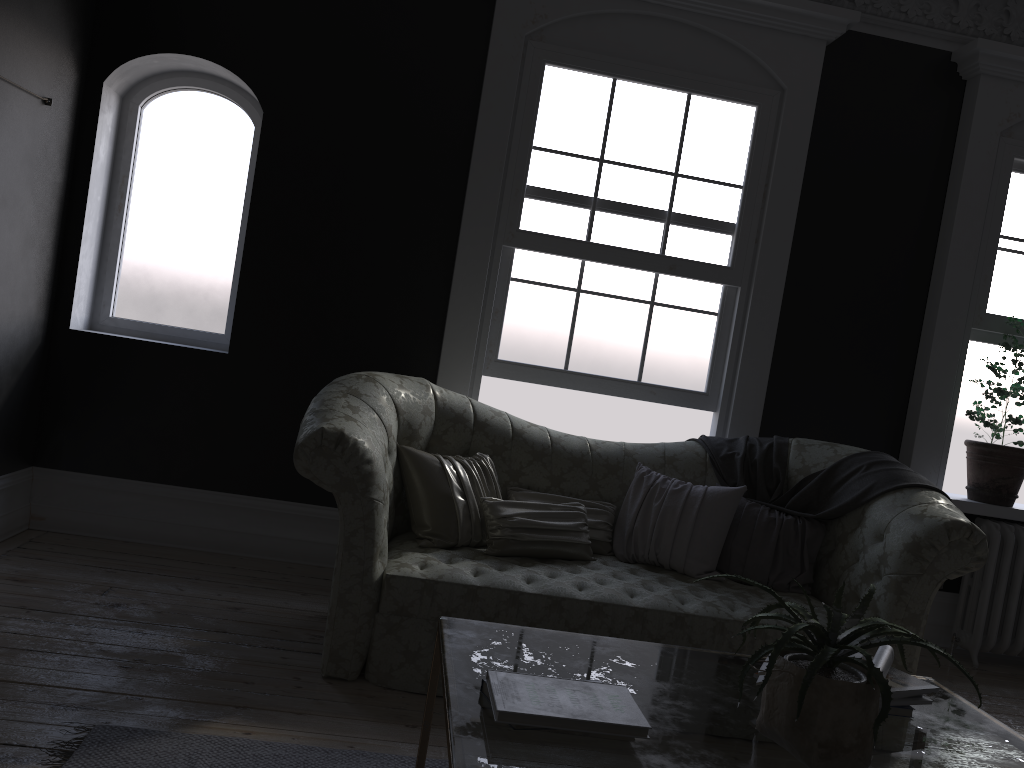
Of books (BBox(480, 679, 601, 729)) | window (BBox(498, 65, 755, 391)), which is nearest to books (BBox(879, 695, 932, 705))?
books (BBox(480, 679, 601, 729))

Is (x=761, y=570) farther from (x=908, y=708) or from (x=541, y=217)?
(x=541, y=217)

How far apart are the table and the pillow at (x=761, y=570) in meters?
1.5 m

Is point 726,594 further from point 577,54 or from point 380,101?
point 380,101

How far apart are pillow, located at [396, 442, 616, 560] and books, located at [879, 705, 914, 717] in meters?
1.8

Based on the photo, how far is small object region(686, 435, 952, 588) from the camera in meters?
4.0 m

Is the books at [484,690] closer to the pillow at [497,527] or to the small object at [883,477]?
the pillow at [497,527]

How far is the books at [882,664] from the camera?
2.1m

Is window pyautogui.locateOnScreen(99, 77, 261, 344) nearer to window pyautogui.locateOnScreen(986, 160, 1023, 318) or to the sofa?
the sofa

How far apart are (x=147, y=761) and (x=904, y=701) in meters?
2.0
